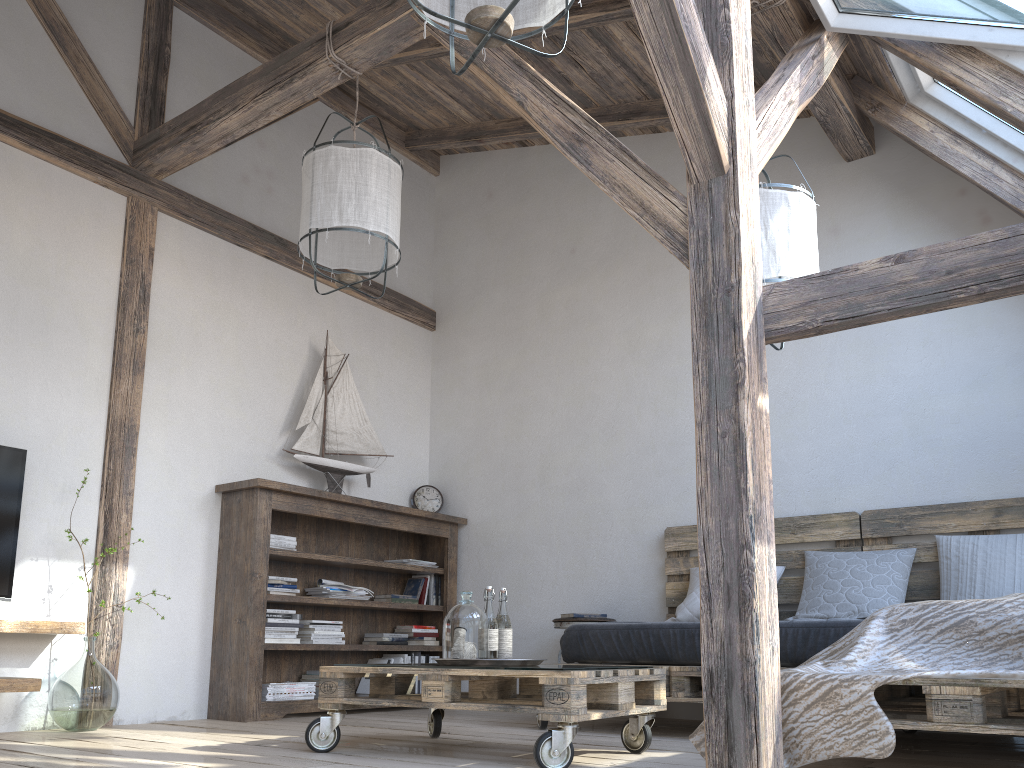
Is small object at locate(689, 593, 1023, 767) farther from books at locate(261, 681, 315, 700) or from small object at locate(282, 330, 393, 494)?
small object at locate(282, 330, 393, 494)

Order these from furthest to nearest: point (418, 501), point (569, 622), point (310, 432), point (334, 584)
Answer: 1. point (418, 501)
2. point (310, 432)
3. point (334, 584)
4. point (569, 622)

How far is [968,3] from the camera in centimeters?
290cm

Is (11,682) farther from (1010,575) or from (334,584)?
(1010,575)

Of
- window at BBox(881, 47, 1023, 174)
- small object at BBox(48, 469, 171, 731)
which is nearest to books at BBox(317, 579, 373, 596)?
small object at BBox(48, 469, 171, 731)

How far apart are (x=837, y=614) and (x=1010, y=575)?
0.68m

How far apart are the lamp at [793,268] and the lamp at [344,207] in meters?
1.4 m

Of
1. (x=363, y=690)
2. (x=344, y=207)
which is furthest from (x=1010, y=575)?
(x=363, y=690)

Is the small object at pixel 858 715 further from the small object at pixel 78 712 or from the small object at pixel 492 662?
the small object at pixel 78 712

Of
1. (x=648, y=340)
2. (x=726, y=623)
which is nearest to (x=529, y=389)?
(x=648, y=340)
